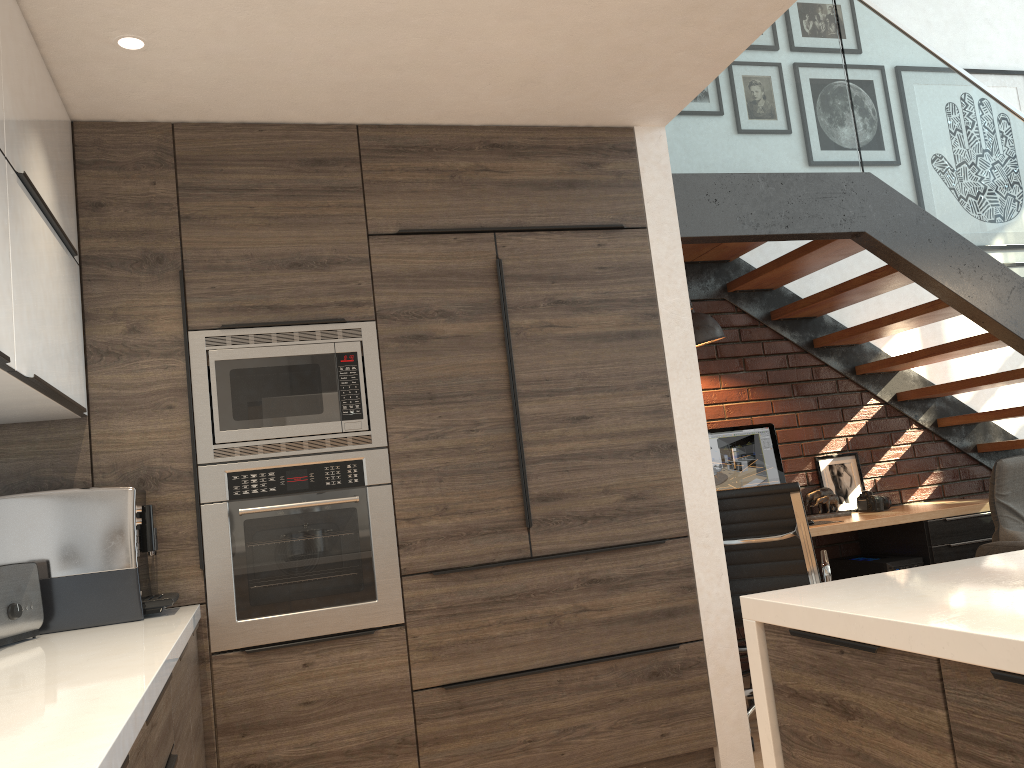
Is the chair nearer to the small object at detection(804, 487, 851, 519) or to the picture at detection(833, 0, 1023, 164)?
the small object at detection(804, 487, 851, 519)

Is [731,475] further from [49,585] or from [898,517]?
[49,585]

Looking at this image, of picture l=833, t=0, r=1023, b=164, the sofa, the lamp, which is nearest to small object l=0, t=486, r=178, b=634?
the lamp

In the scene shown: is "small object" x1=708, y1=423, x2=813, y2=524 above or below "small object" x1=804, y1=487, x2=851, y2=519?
above

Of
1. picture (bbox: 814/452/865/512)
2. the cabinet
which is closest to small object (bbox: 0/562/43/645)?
the cabinet

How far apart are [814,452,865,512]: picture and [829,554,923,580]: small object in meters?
0.3

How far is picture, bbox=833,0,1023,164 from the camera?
5.7 meters

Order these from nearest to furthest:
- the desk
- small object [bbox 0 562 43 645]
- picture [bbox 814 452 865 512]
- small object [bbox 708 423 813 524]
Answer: small object [bbox 0 562 43 645] → the desk → small object [bbox 708 423 813 524] → picture [bbox 814 452 865 512]

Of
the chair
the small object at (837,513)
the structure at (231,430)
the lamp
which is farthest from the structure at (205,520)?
the small object at (837,513)

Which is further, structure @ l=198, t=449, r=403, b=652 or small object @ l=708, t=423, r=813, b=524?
small object @ l=708, t=423, r=813, b=524
